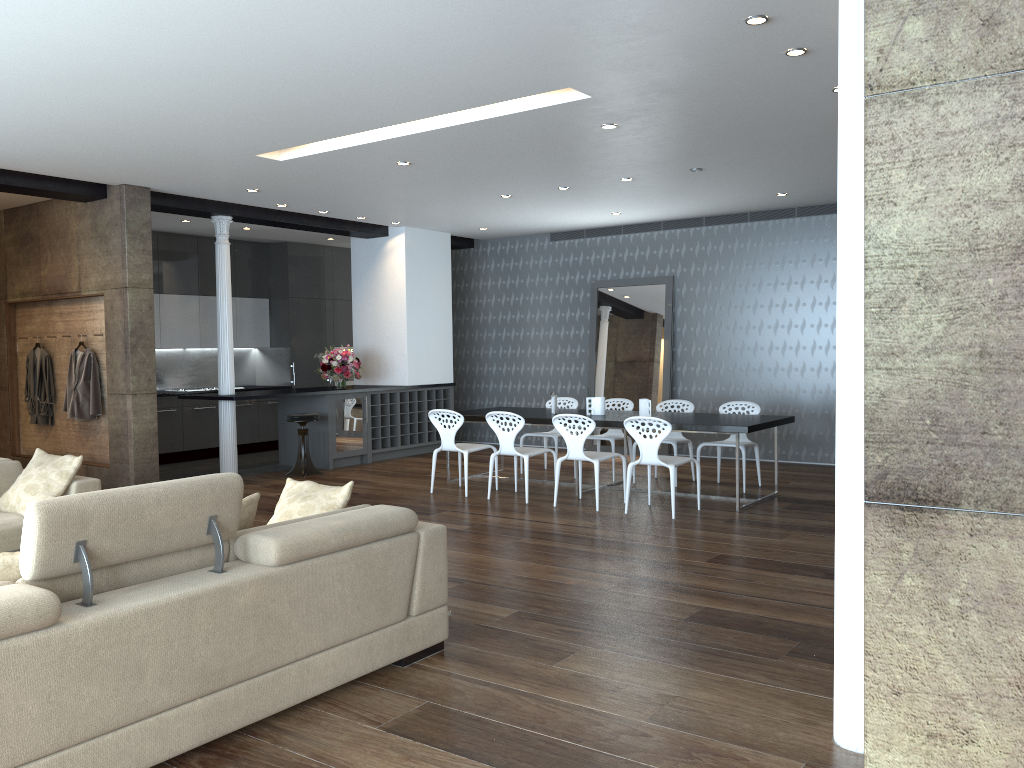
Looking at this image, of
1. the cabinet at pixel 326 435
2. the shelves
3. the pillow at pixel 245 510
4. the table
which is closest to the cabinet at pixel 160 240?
the cabinet at pixel 326 435

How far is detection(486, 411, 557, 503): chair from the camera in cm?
806

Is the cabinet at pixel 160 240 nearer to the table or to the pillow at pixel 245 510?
the table

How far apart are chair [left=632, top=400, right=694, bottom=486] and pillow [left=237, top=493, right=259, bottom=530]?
5.8 meters

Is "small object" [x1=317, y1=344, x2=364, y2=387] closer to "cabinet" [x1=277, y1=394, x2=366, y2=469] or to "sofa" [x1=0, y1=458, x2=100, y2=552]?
"cabinet" [x1=277, y1=394, x2=366, y2=469]

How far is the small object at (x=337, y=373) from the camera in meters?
10.8 m

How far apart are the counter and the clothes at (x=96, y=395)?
1.2m

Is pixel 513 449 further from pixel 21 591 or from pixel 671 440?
pixel 21 591

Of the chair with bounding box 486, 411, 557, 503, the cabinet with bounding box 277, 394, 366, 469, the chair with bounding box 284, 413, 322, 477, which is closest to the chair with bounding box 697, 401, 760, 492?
the chair with bounding box 486, 411, 557, 503

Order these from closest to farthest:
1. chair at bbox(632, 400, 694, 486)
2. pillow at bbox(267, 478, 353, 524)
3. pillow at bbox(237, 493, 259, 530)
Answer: pillow at bbox(237, 493, 259, 530) → pillow at bbox(267, 478, 353, 524) → chair at bbox(632, 400, 694, 486)
